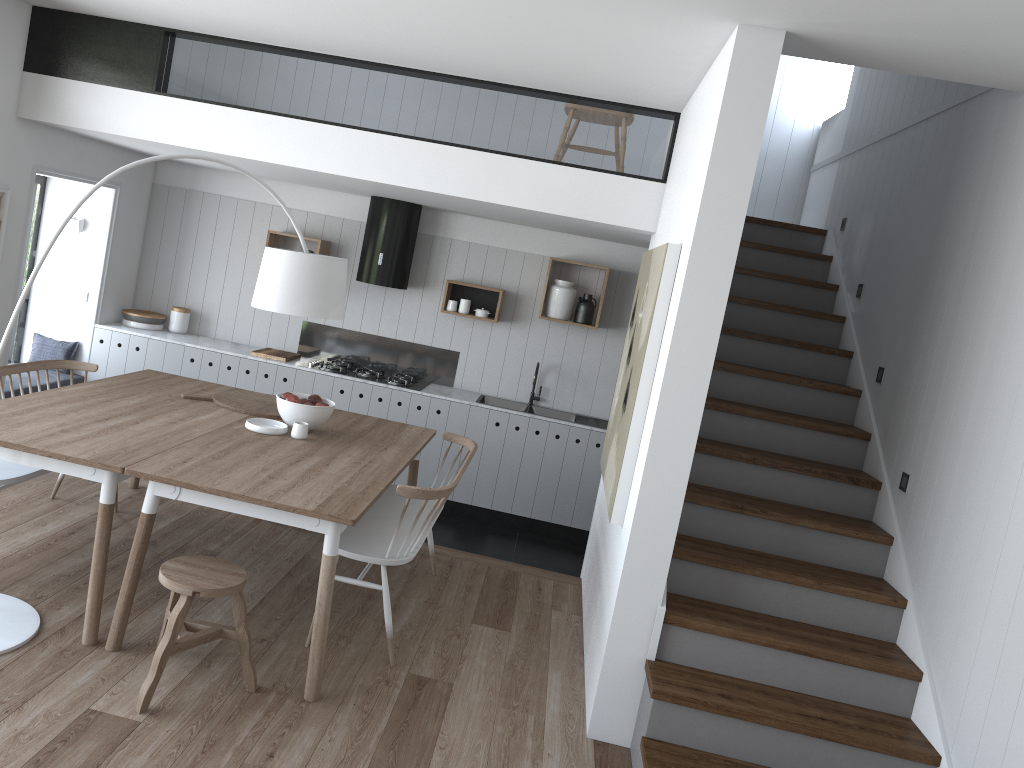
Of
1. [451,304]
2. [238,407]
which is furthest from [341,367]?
[238,407]

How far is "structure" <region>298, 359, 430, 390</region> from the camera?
6.81m

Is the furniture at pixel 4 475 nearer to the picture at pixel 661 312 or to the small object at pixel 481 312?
the picture at pixel 661 312

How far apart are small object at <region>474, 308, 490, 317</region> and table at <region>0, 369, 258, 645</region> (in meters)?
2.27

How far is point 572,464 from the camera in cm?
668

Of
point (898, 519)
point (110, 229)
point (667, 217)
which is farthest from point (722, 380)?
point (110, 229)

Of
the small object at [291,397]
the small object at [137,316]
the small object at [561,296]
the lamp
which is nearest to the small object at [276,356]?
the small object at [137,316]

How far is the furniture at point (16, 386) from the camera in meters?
6.1 m

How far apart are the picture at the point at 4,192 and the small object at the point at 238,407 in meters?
1.9

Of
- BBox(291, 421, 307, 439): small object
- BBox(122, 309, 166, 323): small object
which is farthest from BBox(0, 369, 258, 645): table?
BBox(122, 309, 166, 323): small object
